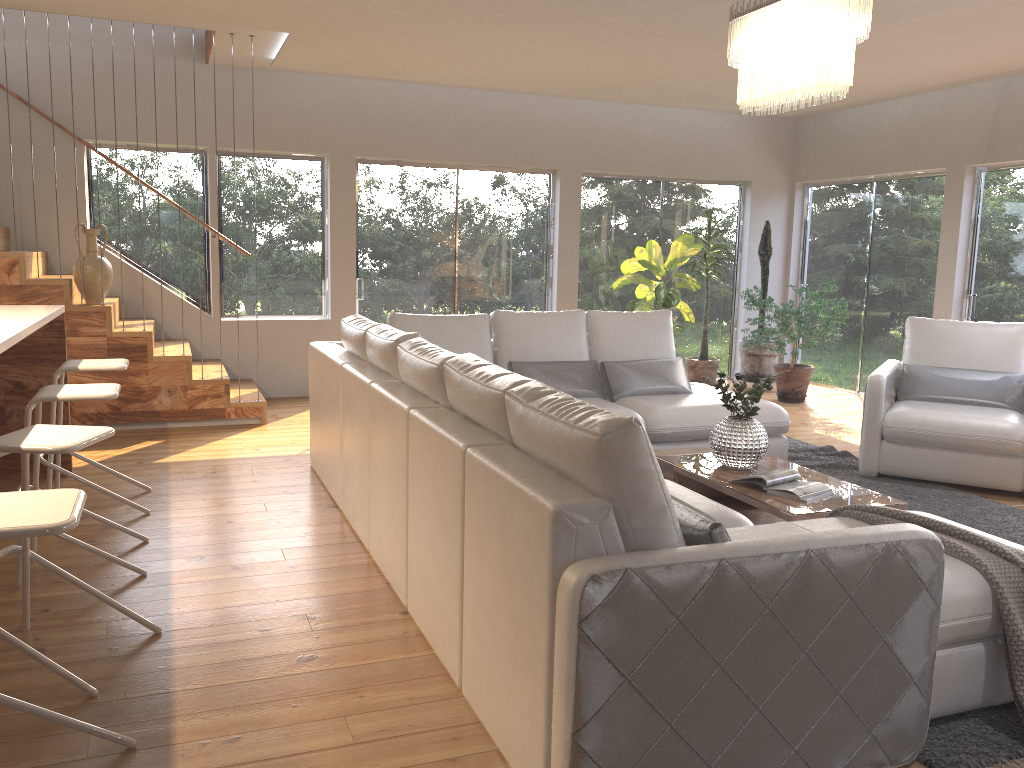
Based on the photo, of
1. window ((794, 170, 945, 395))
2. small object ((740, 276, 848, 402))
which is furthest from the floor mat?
window ((794, 170, 945, 395))

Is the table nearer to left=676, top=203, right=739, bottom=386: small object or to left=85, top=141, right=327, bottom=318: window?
left=676, top=203, right=739, bottom=386: small object

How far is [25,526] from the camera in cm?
185

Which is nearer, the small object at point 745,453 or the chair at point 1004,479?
the small object at point 745,453

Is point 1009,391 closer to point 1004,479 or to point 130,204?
point 1004,479

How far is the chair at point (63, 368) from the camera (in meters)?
4.21

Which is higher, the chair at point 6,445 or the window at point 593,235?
the window at point 593,235

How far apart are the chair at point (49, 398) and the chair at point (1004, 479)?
4.1m

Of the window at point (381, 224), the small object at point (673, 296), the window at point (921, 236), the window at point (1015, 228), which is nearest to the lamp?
the small object at point (673, 296)

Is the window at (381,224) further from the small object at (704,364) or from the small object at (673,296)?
the small object at (704,364)
